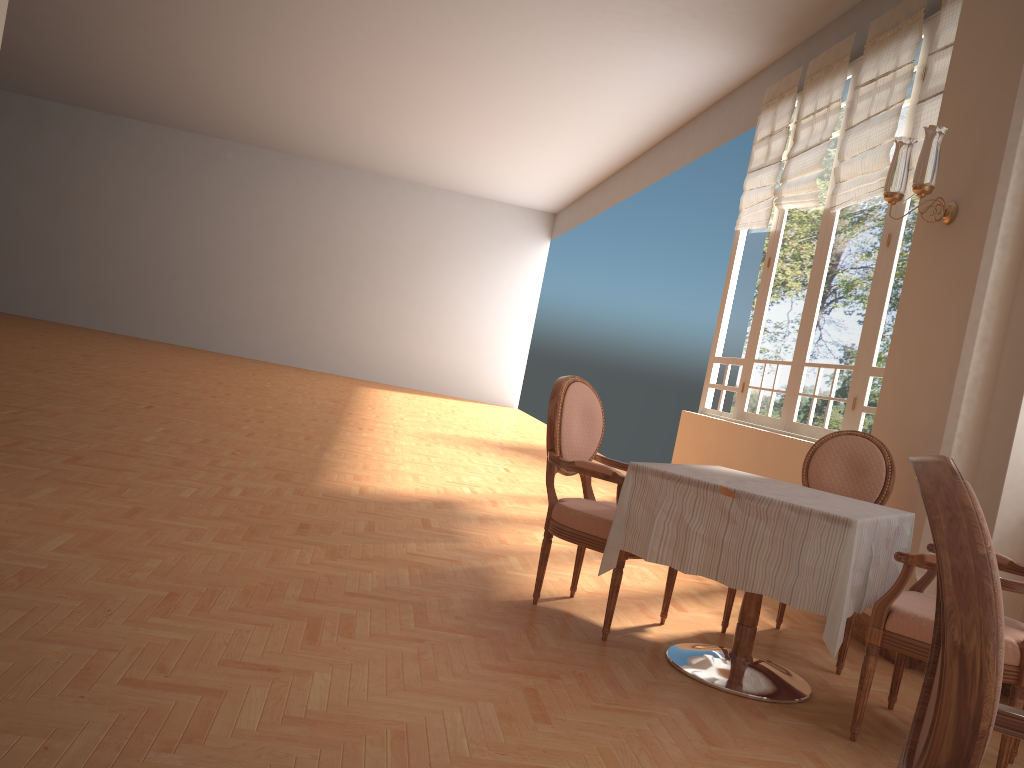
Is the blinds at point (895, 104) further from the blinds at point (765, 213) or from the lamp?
the lamp

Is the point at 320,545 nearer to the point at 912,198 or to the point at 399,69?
the point at 912,198

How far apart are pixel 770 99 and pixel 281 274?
11.8m

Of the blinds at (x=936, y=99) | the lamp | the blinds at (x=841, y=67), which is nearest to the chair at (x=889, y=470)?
the lamp

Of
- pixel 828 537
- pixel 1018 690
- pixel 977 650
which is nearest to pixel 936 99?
pixel 828 537

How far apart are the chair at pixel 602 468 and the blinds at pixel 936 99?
2.6m

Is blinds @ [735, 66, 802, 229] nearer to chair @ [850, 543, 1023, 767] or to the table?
the table

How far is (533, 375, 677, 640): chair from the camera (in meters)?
3.29

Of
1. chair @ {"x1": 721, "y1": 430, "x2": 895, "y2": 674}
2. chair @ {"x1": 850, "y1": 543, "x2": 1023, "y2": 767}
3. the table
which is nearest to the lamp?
chair @ {"x1": 721, "y1": 430, "x2": 895, "y2": 674}

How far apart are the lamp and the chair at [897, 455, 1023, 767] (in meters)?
3.01
